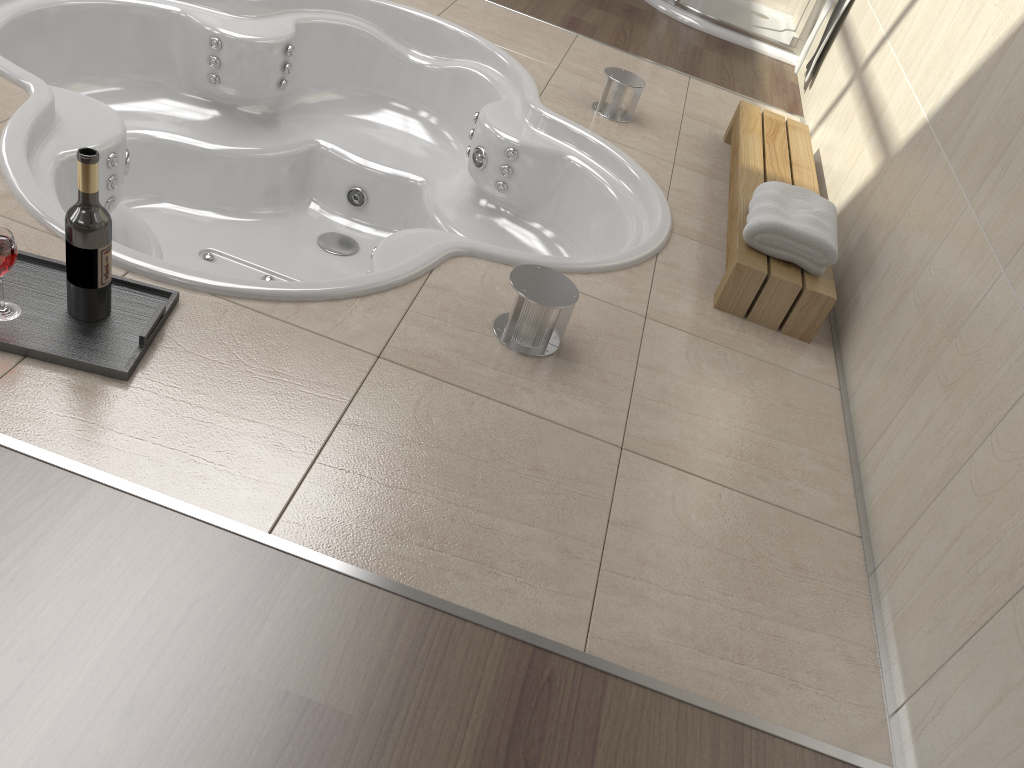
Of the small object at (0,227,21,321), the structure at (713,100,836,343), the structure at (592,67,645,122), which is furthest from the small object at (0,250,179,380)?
the structure at (592,67,645,122)

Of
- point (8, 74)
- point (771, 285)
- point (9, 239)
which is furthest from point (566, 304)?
point (8, 74)

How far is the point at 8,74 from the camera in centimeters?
210cm

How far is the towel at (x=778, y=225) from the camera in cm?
216

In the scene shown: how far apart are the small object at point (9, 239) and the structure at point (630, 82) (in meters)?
2.07

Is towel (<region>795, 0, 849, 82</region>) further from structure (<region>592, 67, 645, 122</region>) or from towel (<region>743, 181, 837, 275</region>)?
towel (<region>743, 181, 837, 275</region>)

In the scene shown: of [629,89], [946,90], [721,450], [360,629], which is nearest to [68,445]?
[360,629]

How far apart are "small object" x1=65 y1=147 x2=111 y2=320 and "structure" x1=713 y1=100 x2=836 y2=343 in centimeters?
139cm

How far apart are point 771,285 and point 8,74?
1.9 meters

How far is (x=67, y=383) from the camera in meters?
1.4 m
